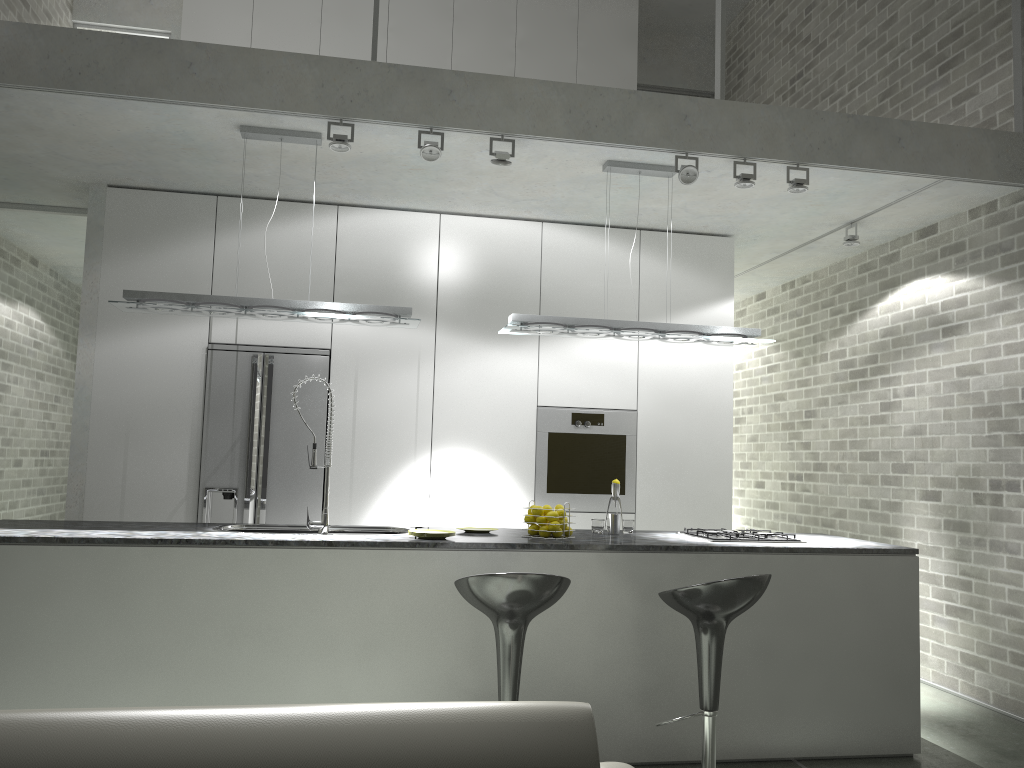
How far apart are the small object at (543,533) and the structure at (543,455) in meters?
1.7

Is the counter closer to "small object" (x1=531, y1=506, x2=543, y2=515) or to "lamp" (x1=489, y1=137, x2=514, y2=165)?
"small object" (x1=531, y1=506, x2=543, y2=515)

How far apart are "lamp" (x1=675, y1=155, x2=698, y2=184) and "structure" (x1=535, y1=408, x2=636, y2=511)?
1.9m

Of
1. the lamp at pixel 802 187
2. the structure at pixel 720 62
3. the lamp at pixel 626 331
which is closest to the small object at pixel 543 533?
the lamp at pixel 626 331

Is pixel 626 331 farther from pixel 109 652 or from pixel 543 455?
pixel 109 652

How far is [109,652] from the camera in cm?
359

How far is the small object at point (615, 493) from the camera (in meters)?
4.62

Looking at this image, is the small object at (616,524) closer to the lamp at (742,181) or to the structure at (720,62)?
the lamp at (742,181)

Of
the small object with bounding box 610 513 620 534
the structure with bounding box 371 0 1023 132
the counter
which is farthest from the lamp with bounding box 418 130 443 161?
the small object with bounding box 610 513 620 534

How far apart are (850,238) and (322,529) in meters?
3.9
